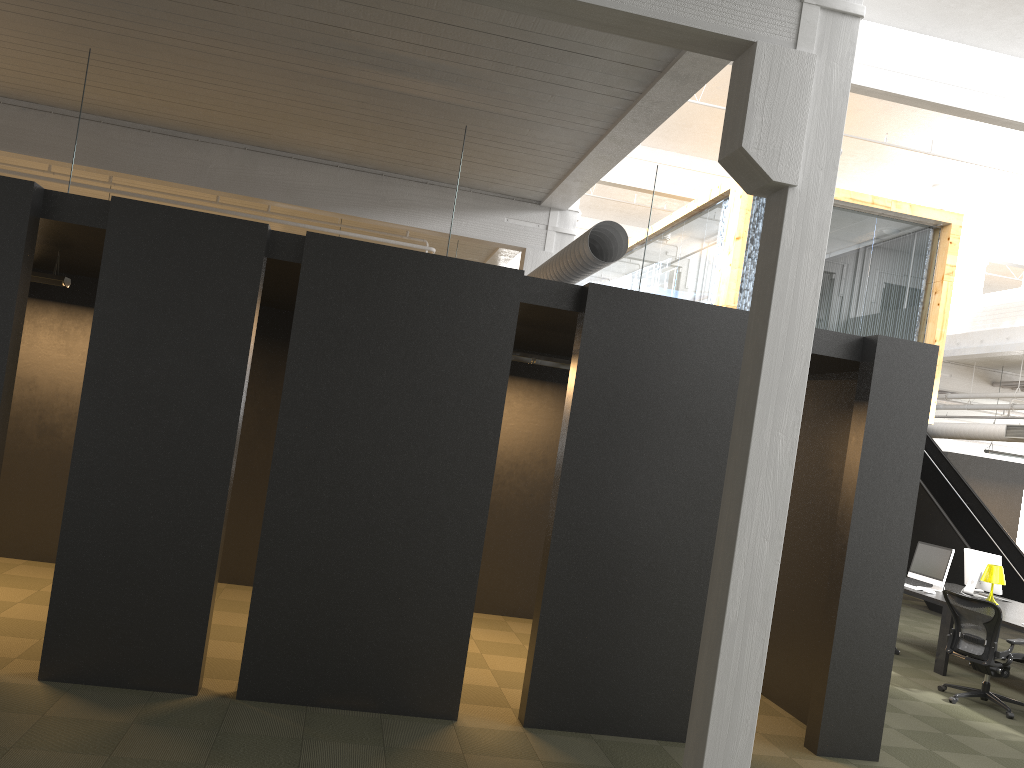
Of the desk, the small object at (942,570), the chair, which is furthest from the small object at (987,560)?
the chair

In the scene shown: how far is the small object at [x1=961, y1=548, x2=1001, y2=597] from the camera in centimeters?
1037cm

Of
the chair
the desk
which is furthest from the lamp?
the chair

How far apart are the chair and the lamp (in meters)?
1.55

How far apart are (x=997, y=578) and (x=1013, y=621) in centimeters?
128cm

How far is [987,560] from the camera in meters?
10.4 m

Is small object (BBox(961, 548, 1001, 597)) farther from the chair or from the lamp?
the chair

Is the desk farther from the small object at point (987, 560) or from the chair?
the chair

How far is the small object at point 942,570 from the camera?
10.2 meters

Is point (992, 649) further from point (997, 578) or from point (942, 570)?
point (942, 570)
